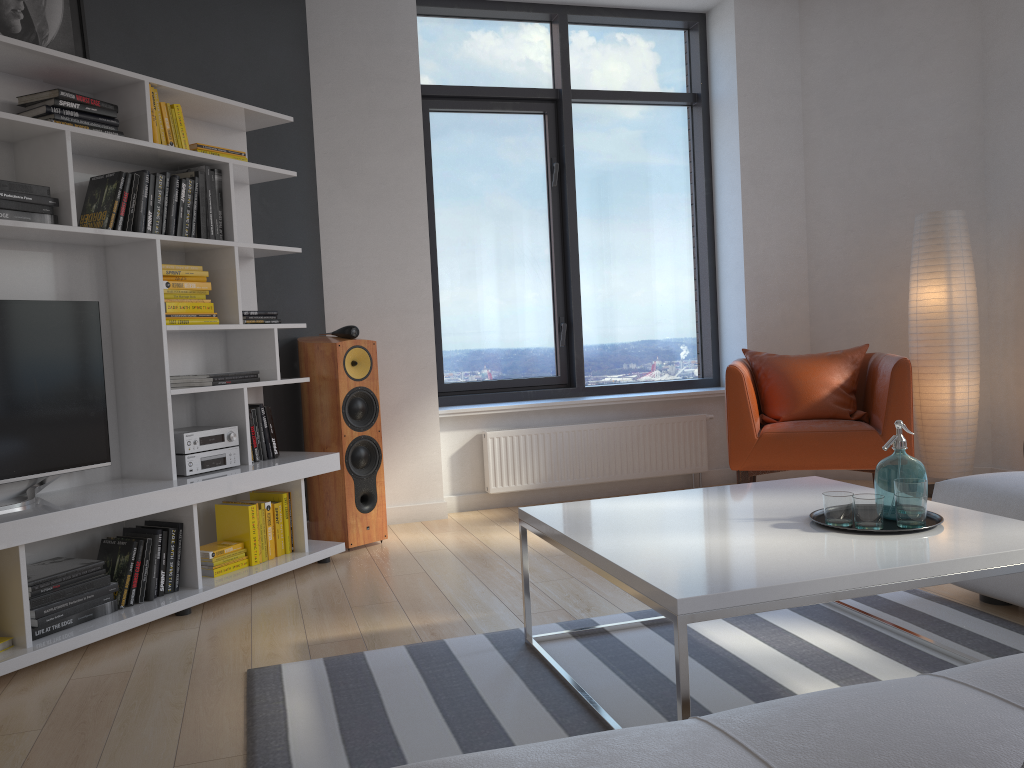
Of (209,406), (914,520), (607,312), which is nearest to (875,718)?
(914,520)

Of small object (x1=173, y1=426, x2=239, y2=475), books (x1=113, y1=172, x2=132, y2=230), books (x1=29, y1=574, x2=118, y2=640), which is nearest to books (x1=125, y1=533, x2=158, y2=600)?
books (x1=29, y1=574, x2=118, y2=640)

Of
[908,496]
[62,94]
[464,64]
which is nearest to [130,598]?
[62,94]

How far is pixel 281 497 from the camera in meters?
3.9

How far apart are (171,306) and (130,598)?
1.1m

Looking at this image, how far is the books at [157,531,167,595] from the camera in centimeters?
334cm

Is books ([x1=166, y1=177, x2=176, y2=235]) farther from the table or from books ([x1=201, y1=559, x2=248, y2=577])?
the table

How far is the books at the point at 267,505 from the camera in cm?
383

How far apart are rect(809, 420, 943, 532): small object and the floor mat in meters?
0.4

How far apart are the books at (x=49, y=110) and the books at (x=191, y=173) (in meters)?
0.39
